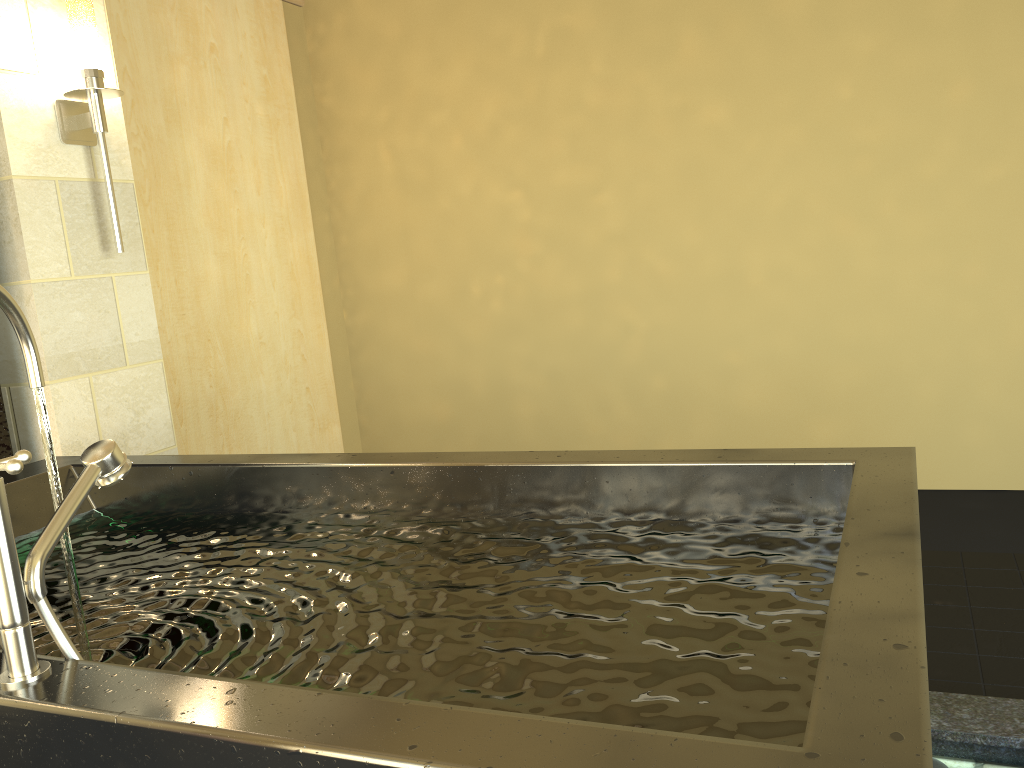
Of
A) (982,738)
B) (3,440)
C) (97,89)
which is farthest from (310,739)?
(97,89)

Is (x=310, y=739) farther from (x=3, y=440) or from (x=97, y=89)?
(x=97, y=89)

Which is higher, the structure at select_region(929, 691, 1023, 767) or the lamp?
the lamp

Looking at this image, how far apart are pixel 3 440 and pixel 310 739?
2.2 meters

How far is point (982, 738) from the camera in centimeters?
182cm

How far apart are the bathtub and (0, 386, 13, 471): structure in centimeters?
34cm

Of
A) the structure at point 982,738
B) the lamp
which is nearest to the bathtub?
the structure at point 982,738

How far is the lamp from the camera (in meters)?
2.70

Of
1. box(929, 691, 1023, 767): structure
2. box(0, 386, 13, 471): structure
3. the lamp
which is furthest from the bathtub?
the lamp

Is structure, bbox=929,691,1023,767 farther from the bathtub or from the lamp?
the lamp
